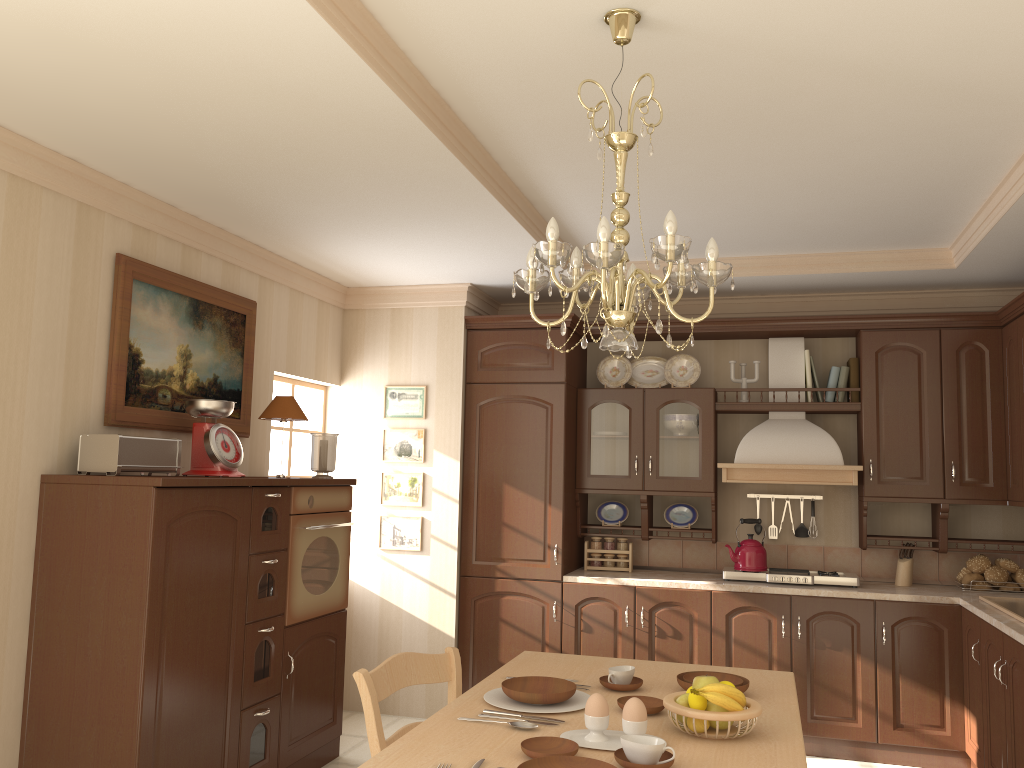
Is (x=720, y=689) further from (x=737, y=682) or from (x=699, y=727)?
(x=737, y=682)

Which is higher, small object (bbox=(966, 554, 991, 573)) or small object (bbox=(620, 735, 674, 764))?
small object (bbox=(966, 554, 991, 573))

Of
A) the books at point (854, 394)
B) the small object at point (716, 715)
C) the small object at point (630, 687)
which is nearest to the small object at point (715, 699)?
the small object at point (716, 715)

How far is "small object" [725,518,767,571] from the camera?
4.8m

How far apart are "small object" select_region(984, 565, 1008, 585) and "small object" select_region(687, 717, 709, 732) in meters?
3.3 m

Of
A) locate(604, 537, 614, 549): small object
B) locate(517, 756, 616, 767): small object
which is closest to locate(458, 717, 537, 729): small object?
locate(517, 756, 616, 767): small object

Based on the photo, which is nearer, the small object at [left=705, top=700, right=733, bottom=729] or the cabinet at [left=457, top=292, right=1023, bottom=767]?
the small object at [left=705, top=700, right=733, bottom=729]

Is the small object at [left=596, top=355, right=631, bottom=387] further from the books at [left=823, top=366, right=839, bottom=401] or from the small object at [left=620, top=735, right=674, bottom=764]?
the small object at [left=620, top=735, right=674, bottom=764]

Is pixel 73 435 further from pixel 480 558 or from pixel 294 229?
pixel 480 558

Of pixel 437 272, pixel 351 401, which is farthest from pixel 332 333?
pixel 437 272
